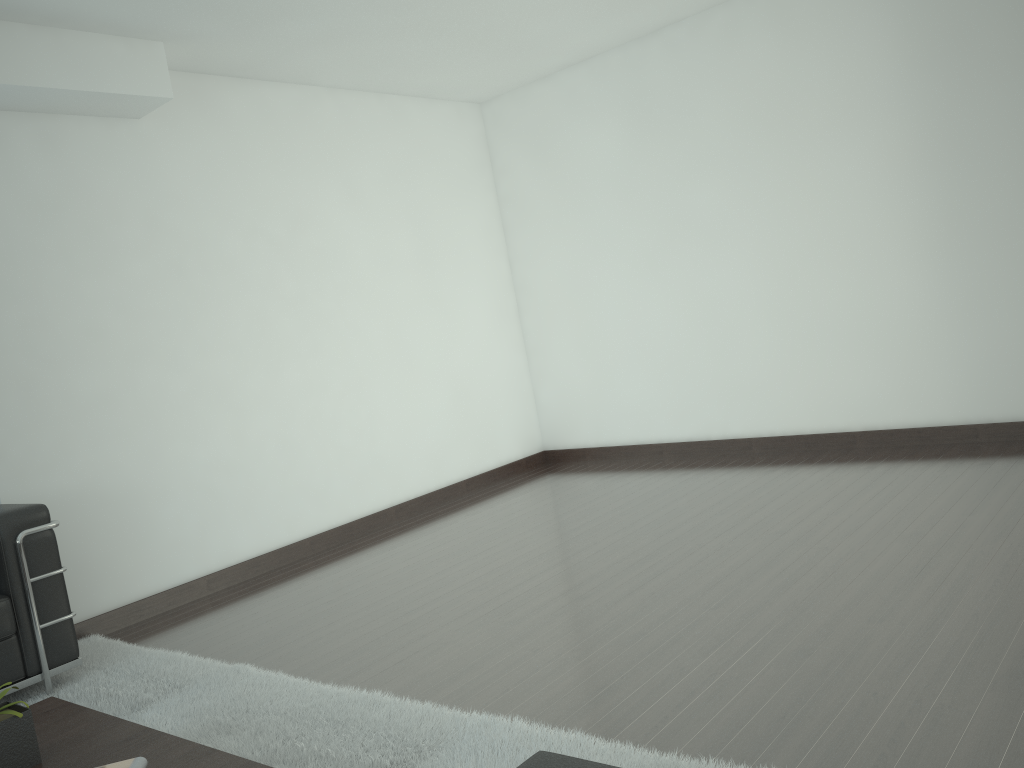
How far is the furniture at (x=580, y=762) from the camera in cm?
225

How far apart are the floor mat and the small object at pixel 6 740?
0.91m

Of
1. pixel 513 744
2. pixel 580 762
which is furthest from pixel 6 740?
pixel 580 762

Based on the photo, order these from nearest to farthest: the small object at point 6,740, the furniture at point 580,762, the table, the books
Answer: the furniture at point 580,762
the books
the table
the small object at point 6,740

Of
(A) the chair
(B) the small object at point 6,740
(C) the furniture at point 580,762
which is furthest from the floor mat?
(C) the furniture at point 580,762

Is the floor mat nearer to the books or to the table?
the table

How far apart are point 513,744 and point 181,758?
1.3 meters

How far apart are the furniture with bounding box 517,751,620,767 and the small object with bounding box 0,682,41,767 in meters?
2.1 m

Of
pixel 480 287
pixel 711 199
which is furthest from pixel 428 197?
pixel 711 199

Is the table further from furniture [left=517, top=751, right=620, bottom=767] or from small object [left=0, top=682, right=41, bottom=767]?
furniture [left=517, top=751, right=620, bottom=767]
